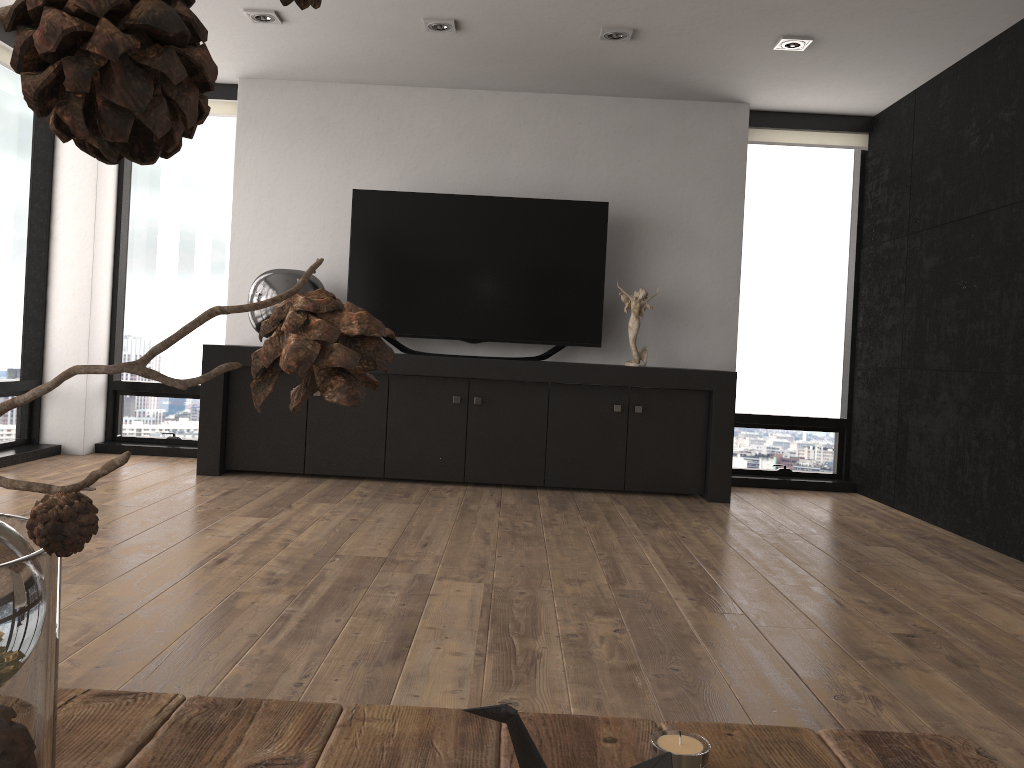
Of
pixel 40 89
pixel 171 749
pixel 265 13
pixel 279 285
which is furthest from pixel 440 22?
pixel 40 89

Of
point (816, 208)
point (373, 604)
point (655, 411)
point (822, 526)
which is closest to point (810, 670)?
point (373, 604)

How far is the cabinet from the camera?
5.0m

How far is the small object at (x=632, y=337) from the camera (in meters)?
5.26

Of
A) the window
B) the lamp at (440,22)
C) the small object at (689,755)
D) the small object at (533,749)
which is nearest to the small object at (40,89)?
the small object at (533,749)

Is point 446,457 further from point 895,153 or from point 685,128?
point 895,153

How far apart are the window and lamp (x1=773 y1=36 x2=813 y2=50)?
1.4 meters

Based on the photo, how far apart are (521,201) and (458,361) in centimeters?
106cm

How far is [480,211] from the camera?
5.3 meters

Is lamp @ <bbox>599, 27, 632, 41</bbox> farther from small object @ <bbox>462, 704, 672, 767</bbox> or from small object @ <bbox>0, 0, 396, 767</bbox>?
small object @ <bbox>0, 0, 396, 767</bbox>
